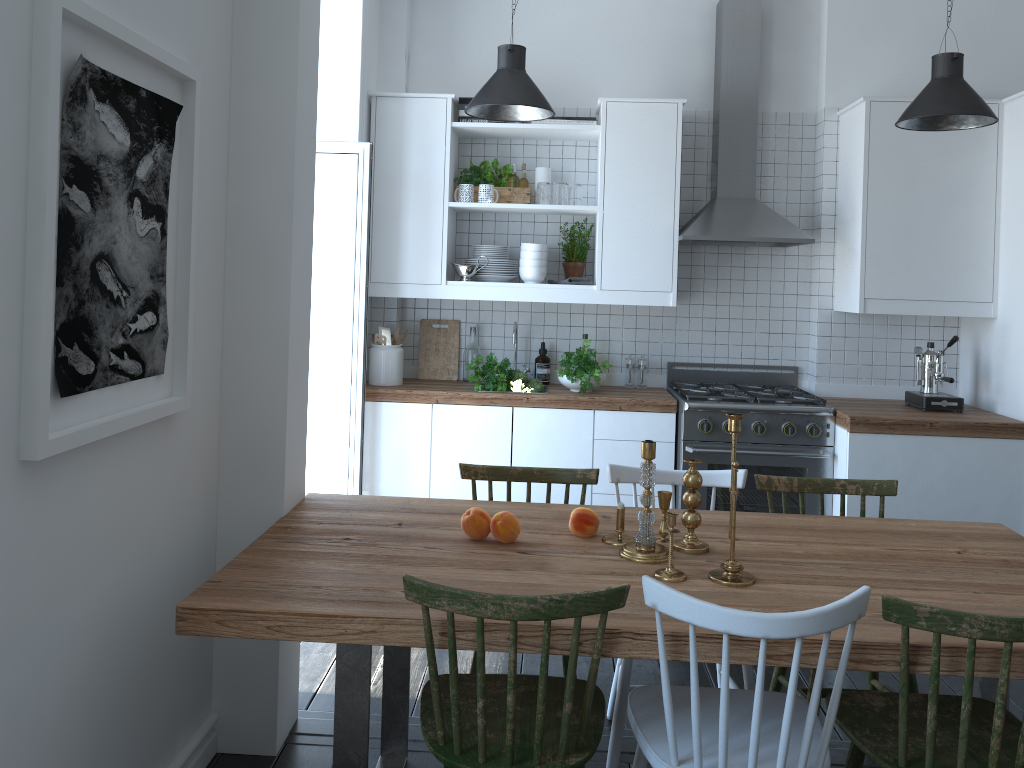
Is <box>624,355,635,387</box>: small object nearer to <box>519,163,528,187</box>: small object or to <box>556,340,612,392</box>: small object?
<box>556,340,612,392</box>: small object

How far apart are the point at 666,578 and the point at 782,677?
1.0m

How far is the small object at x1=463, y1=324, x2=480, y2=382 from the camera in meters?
4.8 m

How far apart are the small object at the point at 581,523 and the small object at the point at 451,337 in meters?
2.4 m

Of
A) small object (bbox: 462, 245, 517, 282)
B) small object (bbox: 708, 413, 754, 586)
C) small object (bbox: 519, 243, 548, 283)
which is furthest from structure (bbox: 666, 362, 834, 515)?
small object (bbox: 708, 413, 754, 586)

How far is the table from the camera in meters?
1.9 m

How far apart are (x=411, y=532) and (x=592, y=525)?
0.5 meters

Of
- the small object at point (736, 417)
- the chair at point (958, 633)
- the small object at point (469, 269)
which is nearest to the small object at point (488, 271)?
the small object at point (469, 269)

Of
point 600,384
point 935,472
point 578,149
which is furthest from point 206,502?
point 935,472

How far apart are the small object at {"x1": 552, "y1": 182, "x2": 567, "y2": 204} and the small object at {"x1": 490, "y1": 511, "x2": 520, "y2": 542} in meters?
2.3 m
